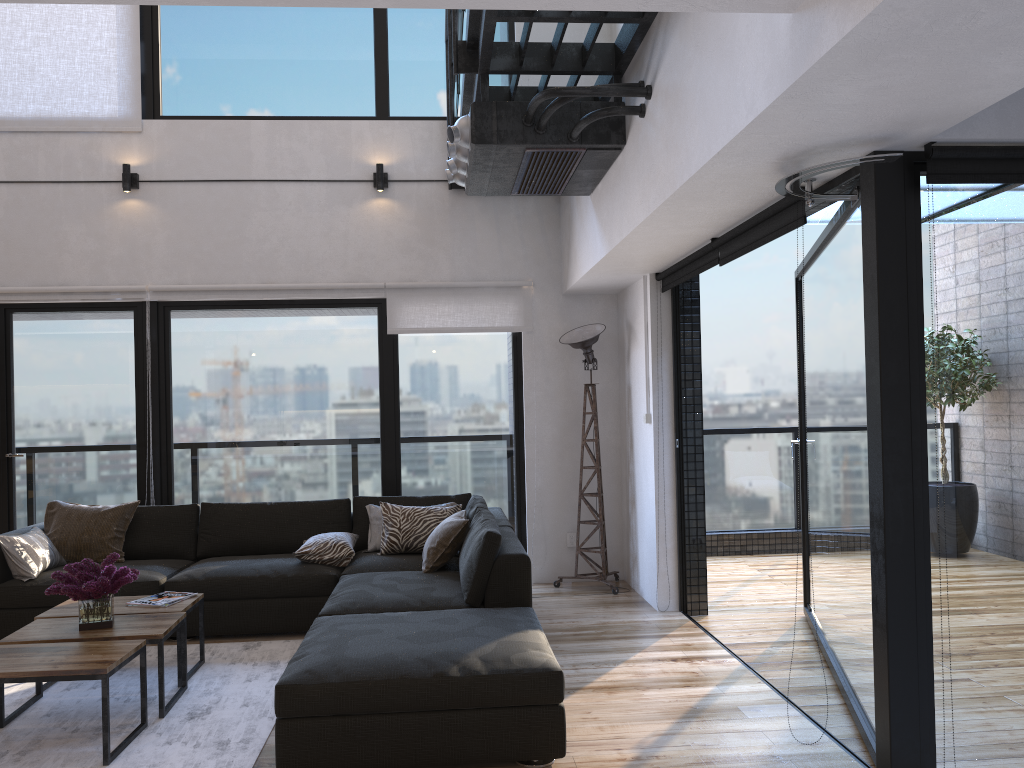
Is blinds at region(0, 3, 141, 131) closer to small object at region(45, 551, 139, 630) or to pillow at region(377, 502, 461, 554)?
pillow at region(377, 502, 461, 554)

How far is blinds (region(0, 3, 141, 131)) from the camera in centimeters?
606cm

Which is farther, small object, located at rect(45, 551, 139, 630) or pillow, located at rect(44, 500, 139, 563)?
pillow, located at rect(44, 500, 139, 563)

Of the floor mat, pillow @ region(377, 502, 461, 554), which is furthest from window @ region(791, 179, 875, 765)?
the floor mat

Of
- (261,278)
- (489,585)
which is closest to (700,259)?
(489,585)

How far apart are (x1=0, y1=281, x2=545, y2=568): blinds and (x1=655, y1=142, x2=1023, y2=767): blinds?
1.2 meters

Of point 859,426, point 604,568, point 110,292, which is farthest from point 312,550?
point 859,426

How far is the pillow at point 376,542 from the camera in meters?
5.5

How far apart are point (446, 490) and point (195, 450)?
1.78m

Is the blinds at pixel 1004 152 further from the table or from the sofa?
the table
